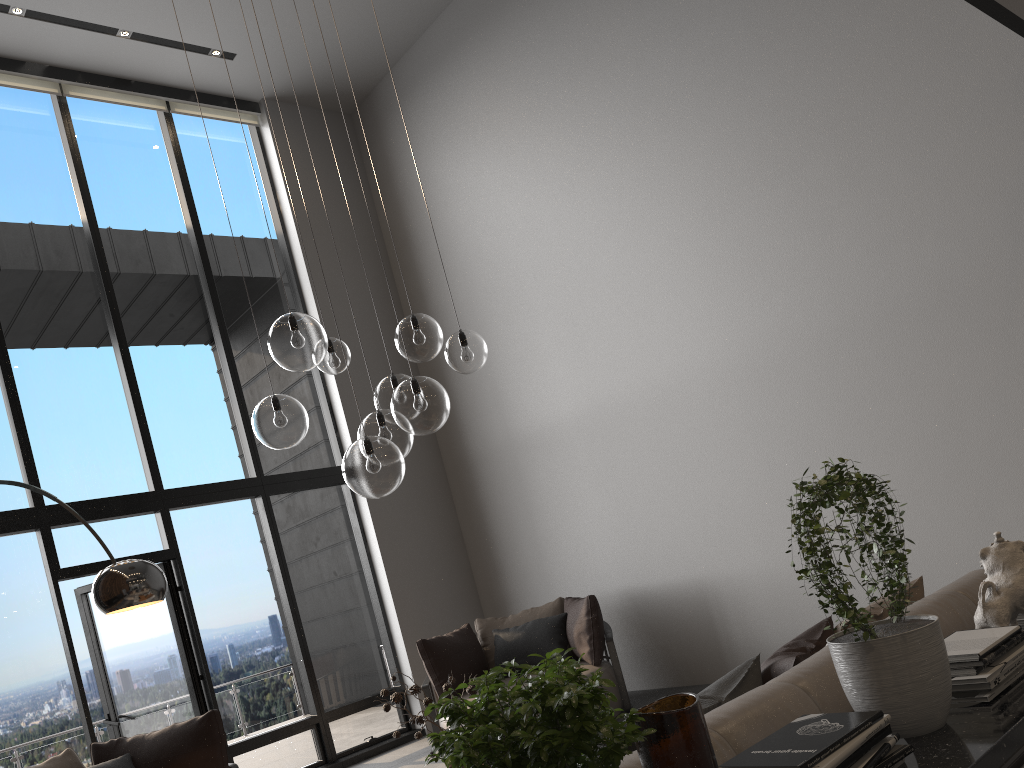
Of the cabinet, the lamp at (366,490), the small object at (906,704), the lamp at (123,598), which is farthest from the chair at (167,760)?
the cabinet

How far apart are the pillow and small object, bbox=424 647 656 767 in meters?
0.8 m

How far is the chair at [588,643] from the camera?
6.10m

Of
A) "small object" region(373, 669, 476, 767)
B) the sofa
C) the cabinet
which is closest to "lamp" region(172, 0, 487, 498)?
"small object" region(373, 669, 476, 767)

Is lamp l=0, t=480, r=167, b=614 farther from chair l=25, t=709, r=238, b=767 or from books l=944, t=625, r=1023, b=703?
books l=944, t=625, r=1023, b=703

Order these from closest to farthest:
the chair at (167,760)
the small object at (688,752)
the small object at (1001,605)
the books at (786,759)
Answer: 1. the small object at (688,752)
2. the books at (786,759)
3. the small object at (1001,605)
4. the chair at (167,760)

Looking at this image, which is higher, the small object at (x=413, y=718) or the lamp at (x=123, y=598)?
the lamp at (x=123, y=598)

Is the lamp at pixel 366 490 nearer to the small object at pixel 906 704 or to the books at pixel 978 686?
the small object at pixel 906 704

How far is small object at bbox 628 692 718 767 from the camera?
1.2m

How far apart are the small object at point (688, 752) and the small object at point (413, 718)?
2.14m
